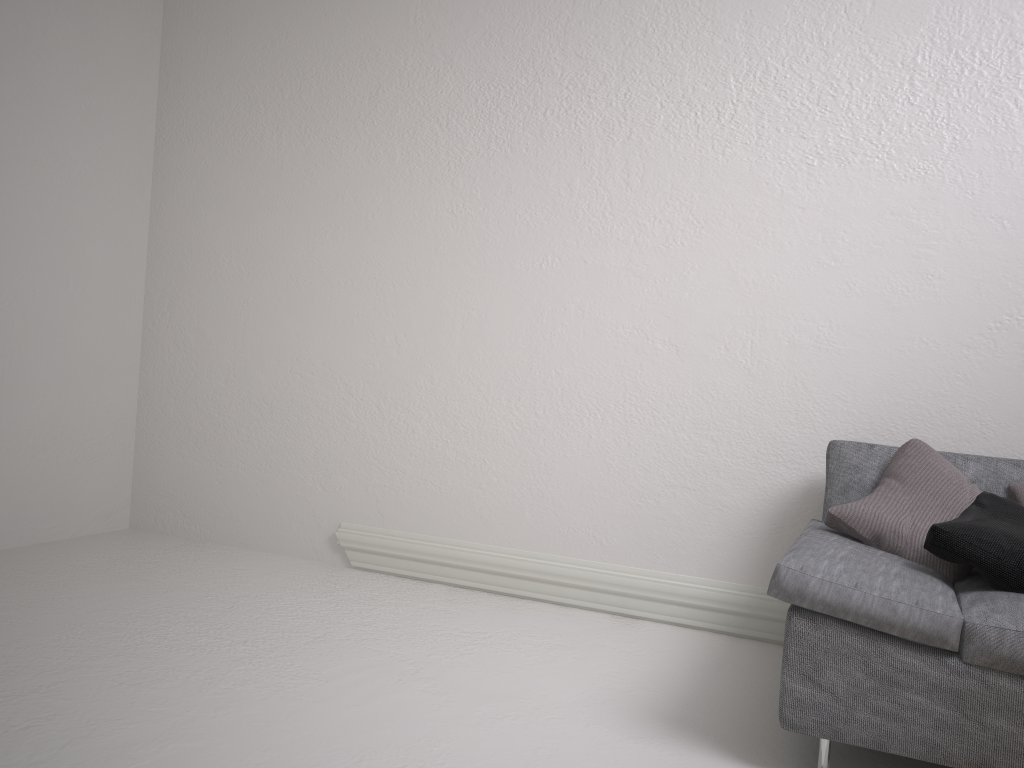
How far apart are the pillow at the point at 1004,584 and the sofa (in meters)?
0.02

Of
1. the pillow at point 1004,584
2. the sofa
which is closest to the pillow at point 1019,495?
the sofa

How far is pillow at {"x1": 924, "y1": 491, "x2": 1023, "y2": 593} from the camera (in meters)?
2.12

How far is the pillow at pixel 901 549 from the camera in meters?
2.4

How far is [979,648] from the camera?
1.88m

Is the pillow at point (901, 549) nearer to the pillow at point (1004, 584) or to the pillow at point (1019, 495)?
the pillow at point (1004, 584)

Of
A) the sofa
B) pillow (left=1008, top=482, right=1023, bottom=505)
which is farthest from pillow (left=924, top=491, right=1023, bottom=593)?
pillow (left=1008, top=482, right=1023, bottom=505)

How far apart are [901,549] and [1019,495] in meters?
0.4

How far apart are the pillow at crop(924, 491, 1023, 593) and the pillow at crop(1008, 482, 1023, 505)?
0.14m

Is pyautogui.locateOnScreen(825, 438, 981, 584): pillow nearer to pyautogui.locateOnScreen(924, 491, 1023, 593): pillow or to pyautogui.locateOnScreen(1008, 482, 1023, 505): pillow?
pyautogui.locateOnScreen(924, 491, 1023, 593): pillow
